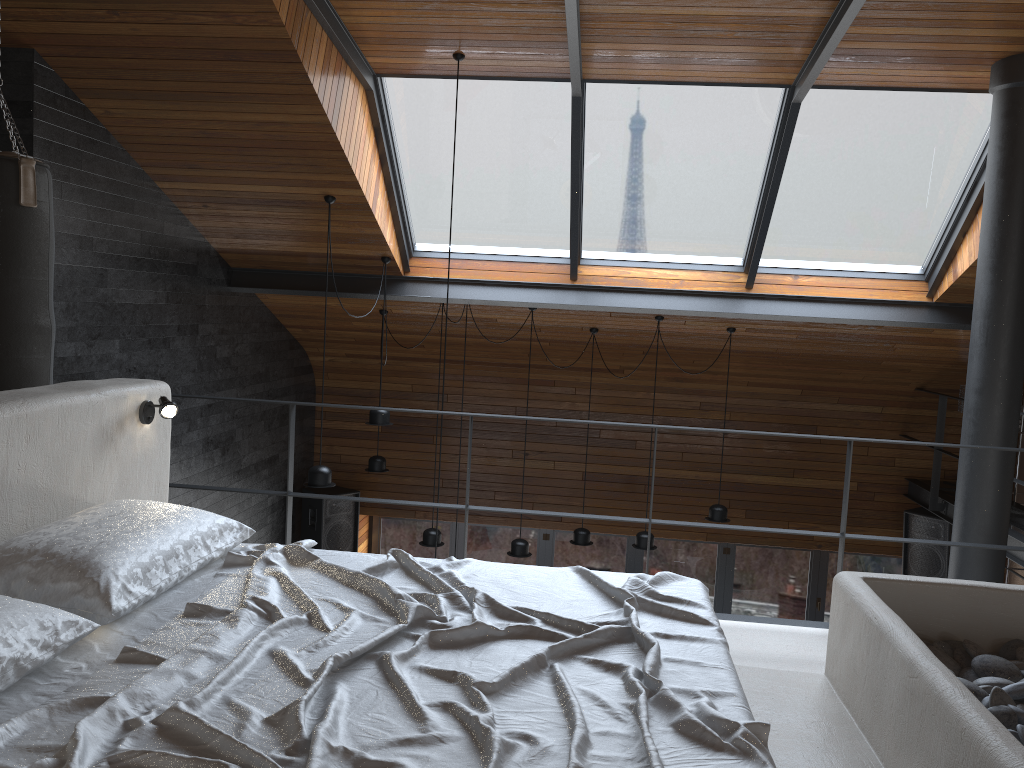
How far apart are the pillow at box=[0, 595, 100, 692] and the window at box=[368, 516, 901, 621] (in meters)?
7.78

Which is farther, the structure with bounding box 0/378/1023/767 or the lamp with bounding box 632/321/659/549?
the lamp with bounding box 632/321/659/549

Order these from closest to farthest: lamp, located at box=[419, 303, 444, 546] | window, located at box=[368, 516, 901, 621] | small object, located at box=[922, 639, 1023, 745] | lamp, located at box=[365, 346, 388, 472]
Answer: small object, located at box=[922, 639, 1023, 745] → lamp, located at box=[419, 303, 444, 546] → lamp, located at box=[365, 346, 388, 472] → window, located at box=[368, 516, 901, 621]

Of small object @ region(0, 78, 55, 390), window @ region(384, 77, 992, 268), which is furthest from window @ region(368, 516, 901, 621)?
small object @ region(0, 78, 55, 390)

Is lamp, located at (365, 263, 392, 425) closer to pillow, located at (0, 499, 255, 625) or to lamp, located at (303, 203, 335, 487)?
lamp, located at (303, 203, 335, 487)

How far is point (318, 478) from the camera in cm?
580

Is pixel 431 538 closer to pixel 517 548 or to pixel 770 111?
pixel 517 548

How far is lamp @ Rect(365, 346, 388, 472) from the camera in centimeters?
764cm

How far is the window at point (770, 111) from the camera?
5.60m

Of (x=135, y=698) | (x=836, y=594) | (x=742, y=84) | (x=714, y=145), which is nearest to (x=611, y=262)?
(x=714, y=145)
